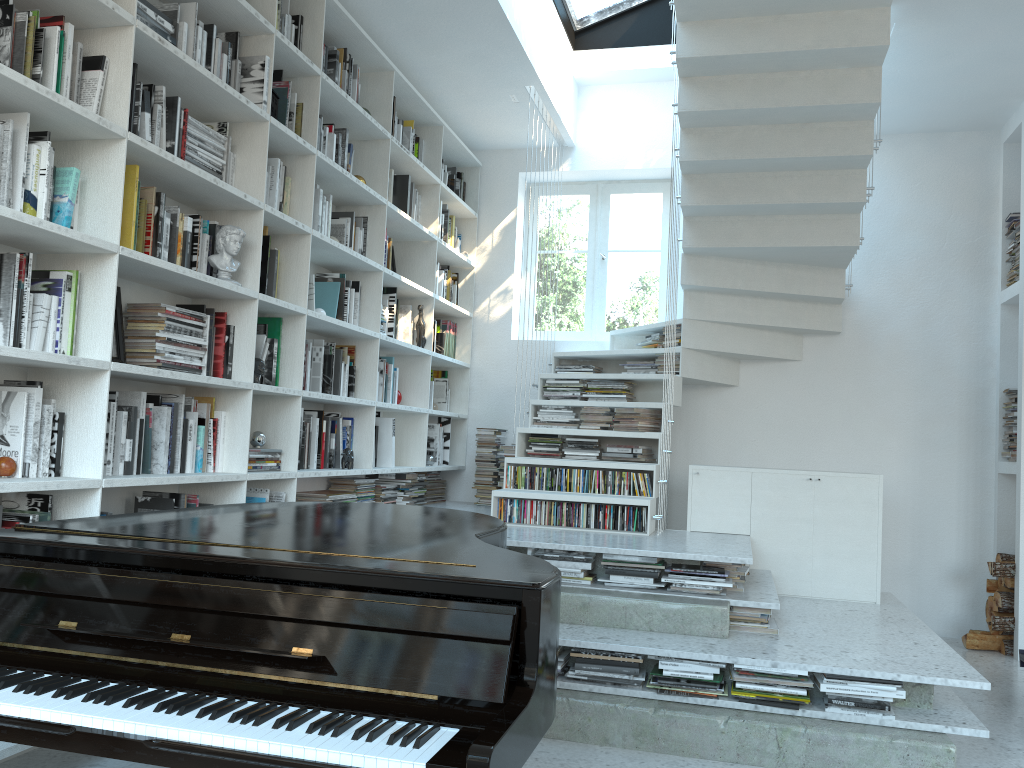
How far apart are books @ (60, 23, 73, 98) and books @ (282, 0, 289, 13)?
1.54m

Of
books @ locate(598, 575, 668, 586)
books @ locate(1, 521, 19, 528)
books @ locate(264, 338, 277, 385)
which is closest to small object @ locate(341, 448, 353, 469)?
books @ locate(264, 338, 277, 385)

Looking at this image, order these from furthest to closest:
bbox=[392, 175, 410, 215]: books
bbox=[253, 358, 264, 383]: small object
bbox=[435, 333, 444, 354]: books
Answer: bbox=[435, 333, 444, 354]: books, bbox=[392, 175, 410, 215]: books, bbox=[253, 358, 264, 383]: small object

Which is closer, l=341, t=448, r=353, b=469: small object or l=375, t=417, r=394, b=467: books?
l=341, t=448, r=353, b=469: small object

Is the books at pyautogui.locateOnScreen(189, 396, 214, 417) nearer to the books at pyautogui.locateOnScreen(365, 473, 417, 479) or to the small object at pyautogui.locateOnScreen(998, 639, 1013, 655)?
the books at pyautogui.locateOnScreen(365, 473, 417, 479)

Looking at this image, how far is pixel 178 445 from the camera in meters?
3.3

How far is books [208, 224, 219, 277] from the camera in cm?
356

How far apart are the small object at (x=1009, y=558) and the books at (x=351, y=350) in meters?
4.0 m

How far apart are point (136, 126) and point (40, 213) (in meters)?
0.58

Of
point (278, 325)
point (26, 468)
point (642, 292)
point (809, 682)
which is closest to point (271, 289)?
point (278, 325)
